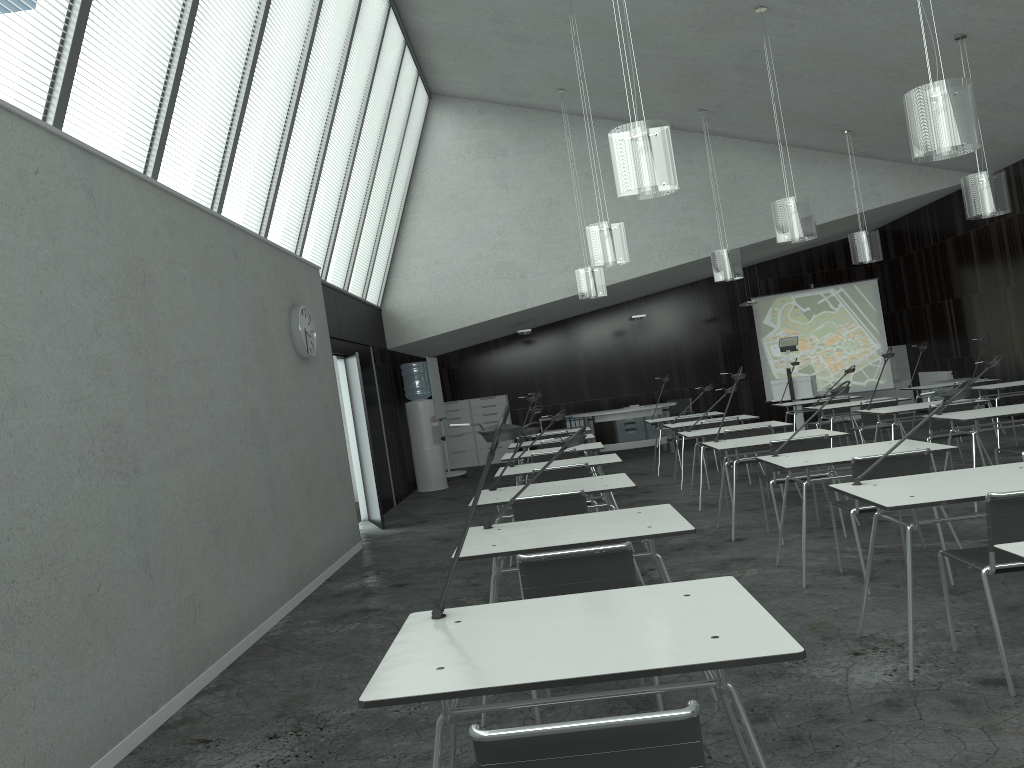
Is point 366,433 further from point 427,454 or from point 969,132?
point 969,132

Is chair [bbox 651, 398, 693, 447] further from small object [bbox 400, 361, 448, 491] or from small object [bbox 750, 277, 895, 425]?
small object [bbox 400, 361, 448, 491]

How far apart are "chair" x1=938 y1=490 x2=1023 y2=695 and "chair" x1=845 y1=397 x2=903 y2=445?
5.63m

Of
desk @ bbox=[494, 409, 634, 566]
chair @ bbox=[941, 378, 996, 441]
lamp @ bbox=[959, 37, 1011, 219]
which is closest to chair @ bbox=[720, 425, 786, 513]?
desk @ bbox=[494, 409, 634, 566]

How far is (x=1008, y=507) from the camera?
3.0 meters

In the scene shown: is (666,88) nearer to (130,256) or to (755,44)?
(755,44)

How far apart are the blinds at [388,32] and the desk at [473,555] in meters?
6.7

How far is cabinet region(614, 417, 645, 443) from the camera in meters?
15.2 m

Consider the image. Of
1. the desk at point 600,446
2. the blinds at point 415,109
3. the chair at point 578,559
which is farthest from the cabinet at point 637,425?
the chair at point 578,559

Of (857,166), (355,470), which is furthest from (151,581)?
(857,166)
